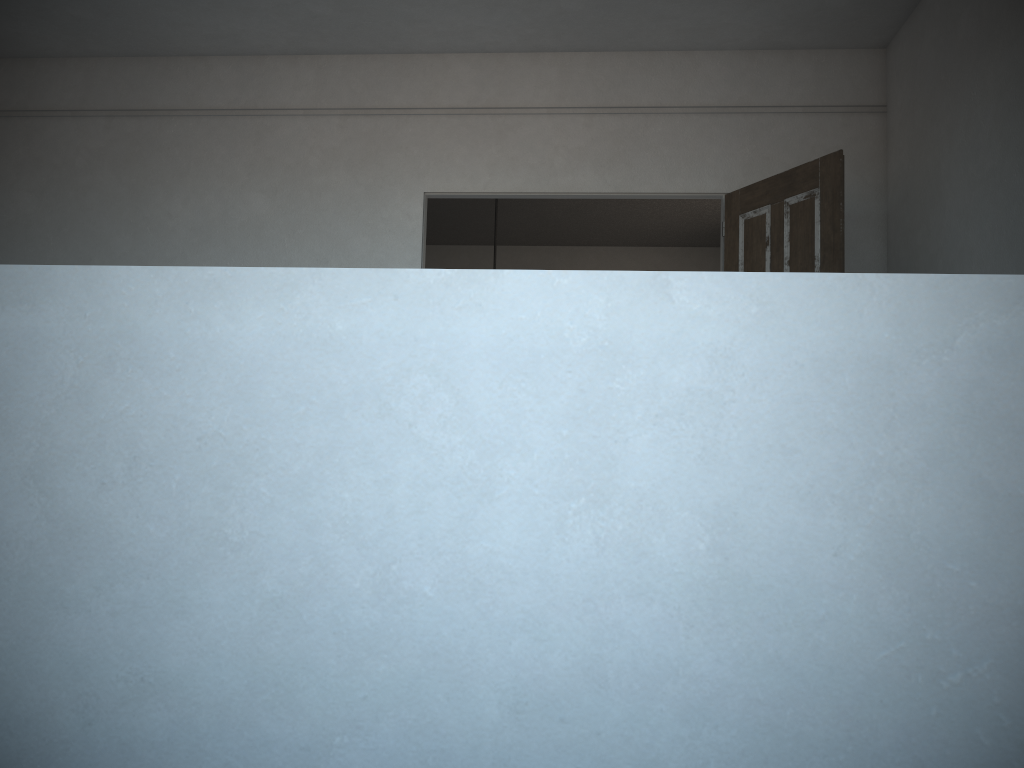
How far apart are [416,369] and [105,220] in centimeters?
512cm

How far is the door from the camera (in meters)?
4.29

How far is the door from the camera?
4.29m

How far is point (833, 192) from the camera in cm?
429

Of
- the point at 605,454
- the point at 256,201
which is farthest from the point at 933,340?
the point at 256,201
